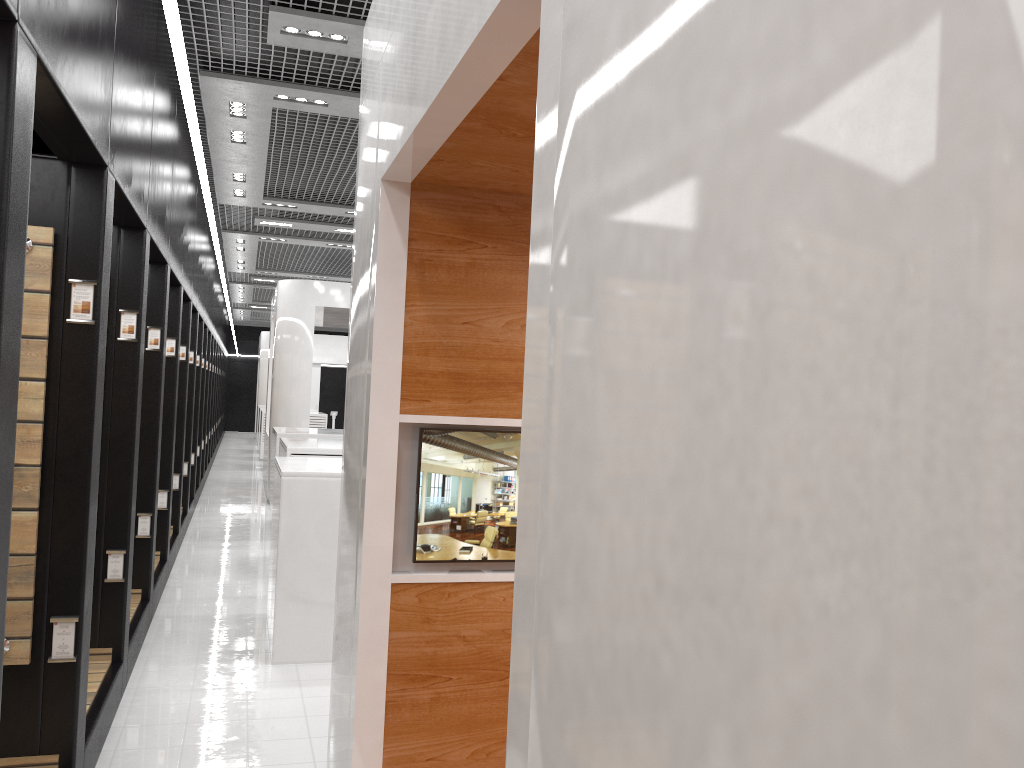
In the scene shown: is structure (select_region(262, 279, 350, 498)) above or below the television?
above

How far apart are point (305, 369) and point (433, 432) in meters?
10.2

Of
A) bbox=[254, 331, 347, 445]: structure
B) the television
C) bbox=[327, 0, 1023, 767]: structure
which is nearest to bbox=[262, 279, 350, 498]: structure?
bbox=[327, 0, 1023, 767]: structure

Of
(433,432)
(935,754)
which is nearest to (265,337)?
(433,432)

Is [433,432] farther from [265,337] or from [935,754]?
[265,337]

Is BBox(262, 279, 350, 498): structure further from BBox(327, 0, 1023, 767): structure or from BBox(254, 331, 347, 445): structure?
BBox(254, 331, 347, 445): structure

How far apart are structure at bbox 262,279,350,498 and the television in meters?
10.2

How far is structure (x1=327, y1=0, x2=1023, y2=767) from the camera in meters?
0.6 m

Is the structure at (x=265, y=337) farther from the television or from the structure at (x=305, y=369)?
the television

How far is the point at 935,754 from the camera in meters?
0.6 m
